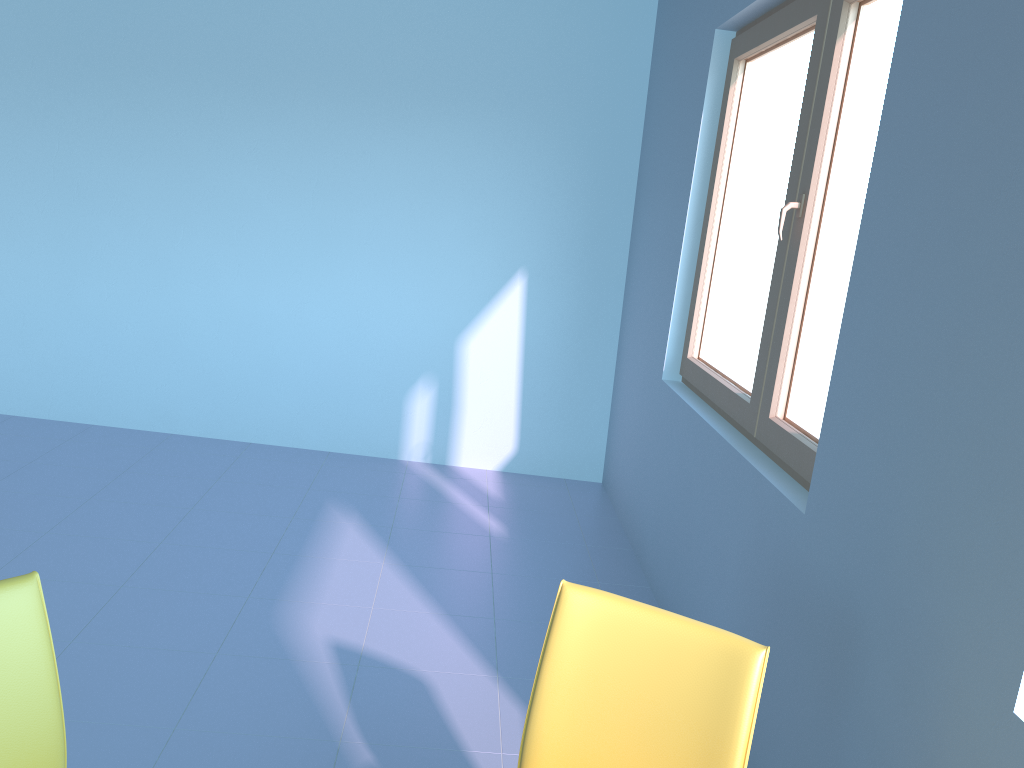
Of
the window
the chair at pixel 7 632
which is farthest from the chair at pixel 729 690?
the window

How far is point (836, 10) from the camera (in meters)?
2.18

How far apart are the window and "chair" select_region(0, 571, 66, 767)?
1.6 meters

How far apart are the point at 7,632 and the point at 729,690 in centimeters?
103cm

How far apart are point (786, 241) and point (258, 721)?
1.82m

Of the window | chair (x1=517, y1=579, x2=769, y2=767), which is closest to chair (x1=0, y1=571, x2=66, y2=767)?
chair (x1=517, y1=579, x2=769, y2=767)

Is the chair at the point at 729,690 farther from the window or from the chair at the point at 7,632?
the window

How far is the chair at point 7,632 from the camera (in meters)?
1.23

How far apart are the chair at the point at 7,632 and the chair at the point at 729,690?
0.7m

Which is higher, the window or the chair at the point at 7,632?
the window
